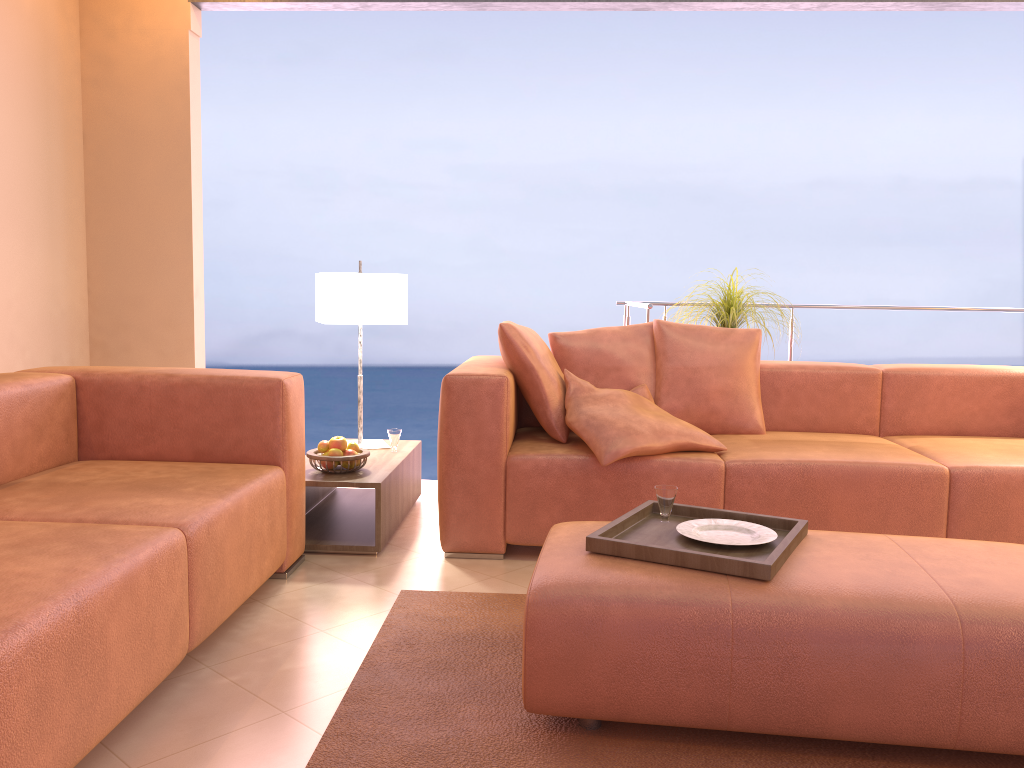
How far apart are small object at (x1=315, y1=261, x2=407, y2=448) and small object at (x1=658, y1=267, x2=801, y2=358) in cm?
154

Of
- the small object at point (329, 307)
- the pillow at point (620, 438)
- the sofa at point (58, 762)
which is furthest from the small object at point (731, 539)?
the small object at point (329, 307)

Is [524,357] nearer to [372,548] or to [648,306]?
[372,548]

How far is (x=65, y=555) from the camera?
1.8m

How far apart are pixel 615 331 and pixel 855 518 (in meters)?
1.19

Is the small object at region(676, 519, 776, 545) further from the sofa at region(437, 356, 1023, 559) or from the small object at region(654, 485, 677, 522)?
the sofa at region(437, 356, 1023, 559)

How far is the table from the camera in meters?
3.1 m

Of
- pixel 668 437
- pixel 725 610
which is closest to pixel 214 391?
pixel 668 437

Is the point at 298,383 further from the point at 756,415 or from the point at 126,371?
the point at 756,415

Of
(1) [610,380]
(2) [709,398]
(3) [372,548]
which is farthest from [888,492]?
(3) [372,548]
